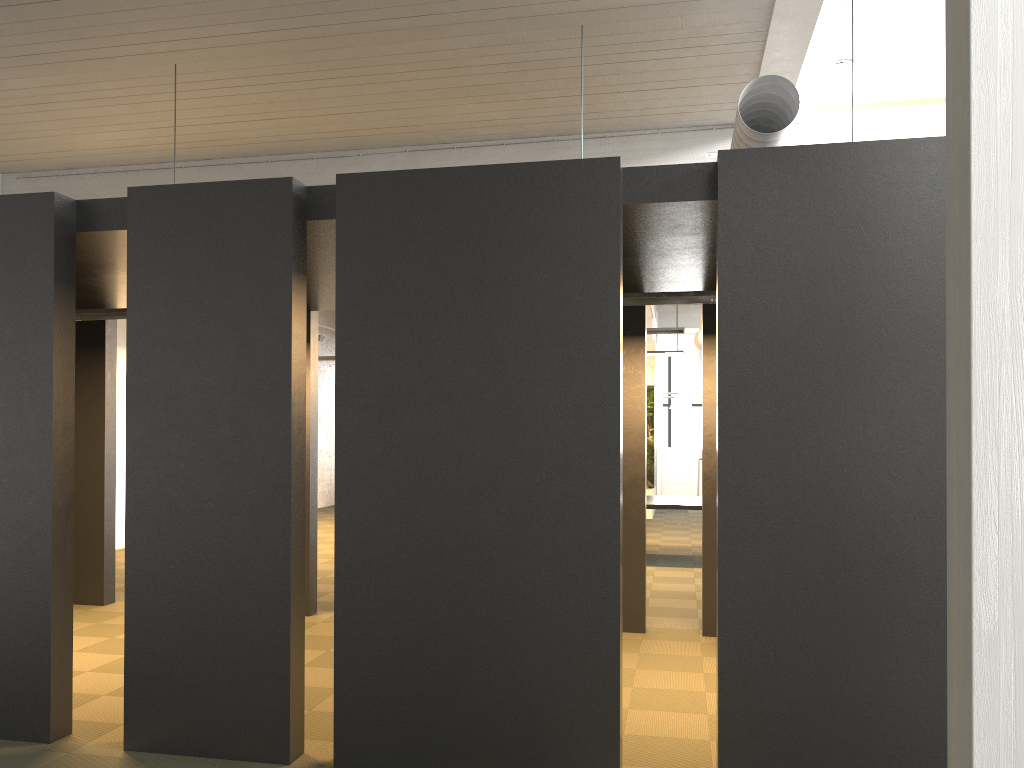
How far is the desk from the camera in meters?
10.7

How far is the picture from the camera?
16.8m

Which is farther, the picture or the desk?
the picture

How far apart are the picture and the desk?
5.1m

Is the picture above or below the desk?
above

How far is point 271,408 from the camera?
4.3 meters

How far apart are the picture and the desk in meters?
5.1

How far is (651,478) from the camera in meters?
16.8 m
